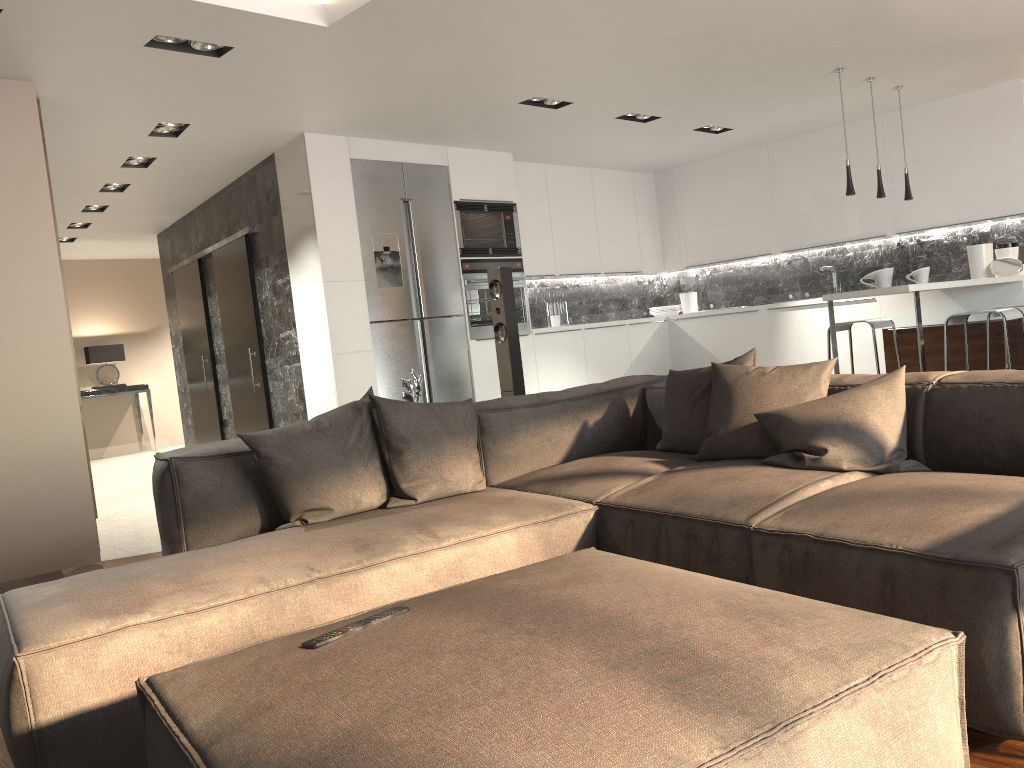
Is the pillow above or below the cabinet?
below

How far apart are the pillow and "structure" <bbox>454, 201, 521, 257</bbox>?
3.87m

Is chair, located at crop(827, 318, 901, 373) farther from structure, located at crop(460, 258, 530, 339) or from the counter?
structure, located at crop(460, 258, 530, 339)

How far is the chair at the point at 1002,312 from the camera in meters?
4.8

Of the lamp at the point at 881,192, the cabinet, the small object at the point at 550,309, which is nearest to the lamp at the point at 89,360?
the cabinet

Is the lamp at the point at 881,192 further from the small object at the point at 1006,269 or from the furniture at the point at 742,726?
the furniture at the point at 742,726

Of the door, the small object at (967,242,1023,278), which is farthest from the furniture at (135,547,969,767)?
the door

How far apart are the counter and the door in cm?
455

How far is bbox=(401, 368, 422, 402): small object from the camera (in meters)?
3.98

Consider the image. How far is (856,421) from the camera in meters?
2.6
